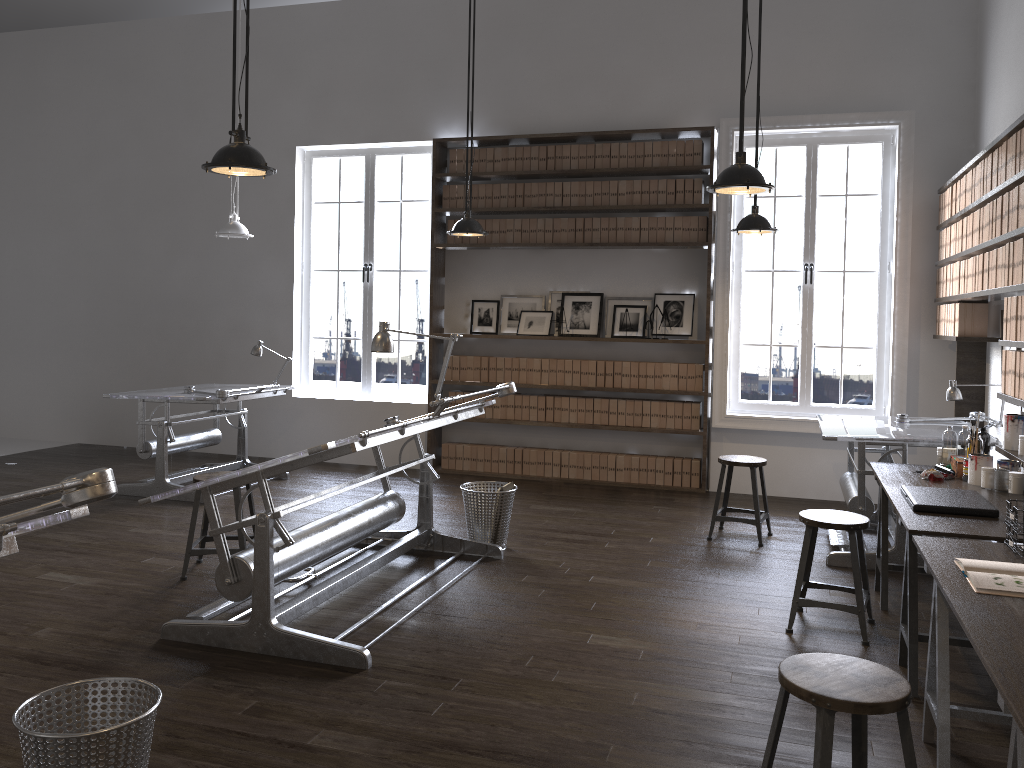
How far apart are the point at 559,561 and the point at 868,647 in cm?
182

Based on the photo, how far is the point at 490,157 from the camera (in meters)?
7.76

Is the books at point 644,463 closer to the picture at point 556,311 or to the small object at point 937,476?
the picture at point 556,311

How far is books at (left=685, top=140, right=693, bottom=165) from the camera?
7.3m

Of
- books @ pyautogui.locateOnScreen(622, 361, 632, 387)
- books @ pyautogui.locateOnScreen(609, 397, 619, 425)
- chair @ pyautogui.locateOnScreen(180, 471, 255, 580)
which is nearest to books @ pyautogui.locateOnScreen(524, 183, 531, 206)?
books @ pyautogui.locateOnScreen(622, 361, 632, 387)

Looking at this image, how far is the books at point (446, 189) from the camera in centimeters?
792cm

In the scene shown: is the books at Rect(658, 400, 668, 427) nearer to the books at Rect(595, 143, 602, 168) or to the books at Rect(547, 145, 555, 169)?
the books at Rect(595, 143, 602, 168)

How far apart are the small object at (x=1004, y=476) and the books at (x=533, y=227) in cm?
450

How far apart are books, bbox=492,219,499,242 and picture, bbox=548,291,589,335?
0.7m

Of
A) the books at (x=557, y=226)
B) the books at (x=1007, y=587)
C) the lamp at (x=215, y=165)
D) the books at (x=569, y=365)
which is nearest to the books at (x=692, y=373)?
the books at (x=569, y=365)
